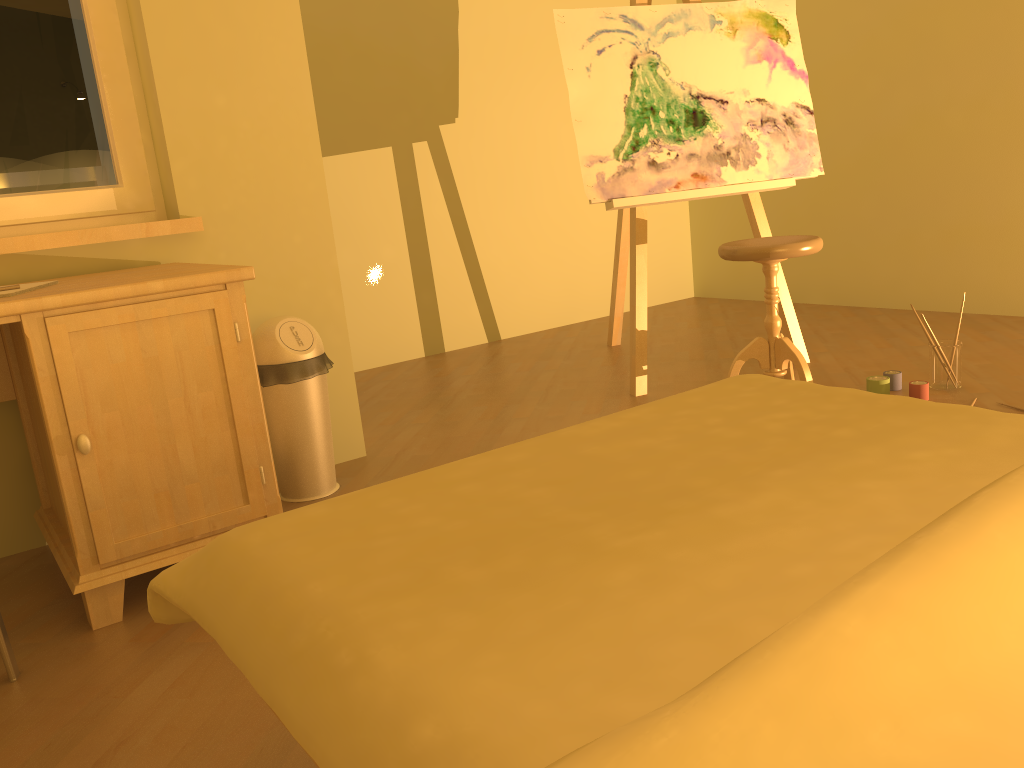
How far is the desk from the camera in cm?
182

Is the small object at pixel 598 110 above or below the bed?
above

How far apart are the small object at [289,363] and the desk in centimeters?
30cm

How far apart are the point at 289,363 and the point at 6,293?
0.79m

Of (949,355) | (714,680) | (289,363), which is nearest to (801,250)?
(949,355)

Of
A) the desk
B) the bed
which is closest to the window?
the desk

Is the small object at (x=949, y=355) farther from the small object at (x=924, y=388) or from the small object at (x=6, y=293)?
the small object at (x=6, y=293)

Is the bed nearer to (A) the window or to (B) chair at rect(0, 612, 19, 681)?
(B) chair at rect(0, 612, 19, 681)

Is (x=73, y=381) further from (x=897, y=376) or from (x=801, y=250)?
(x=897, y=376)

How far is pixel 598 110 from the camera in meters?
3.3 m
